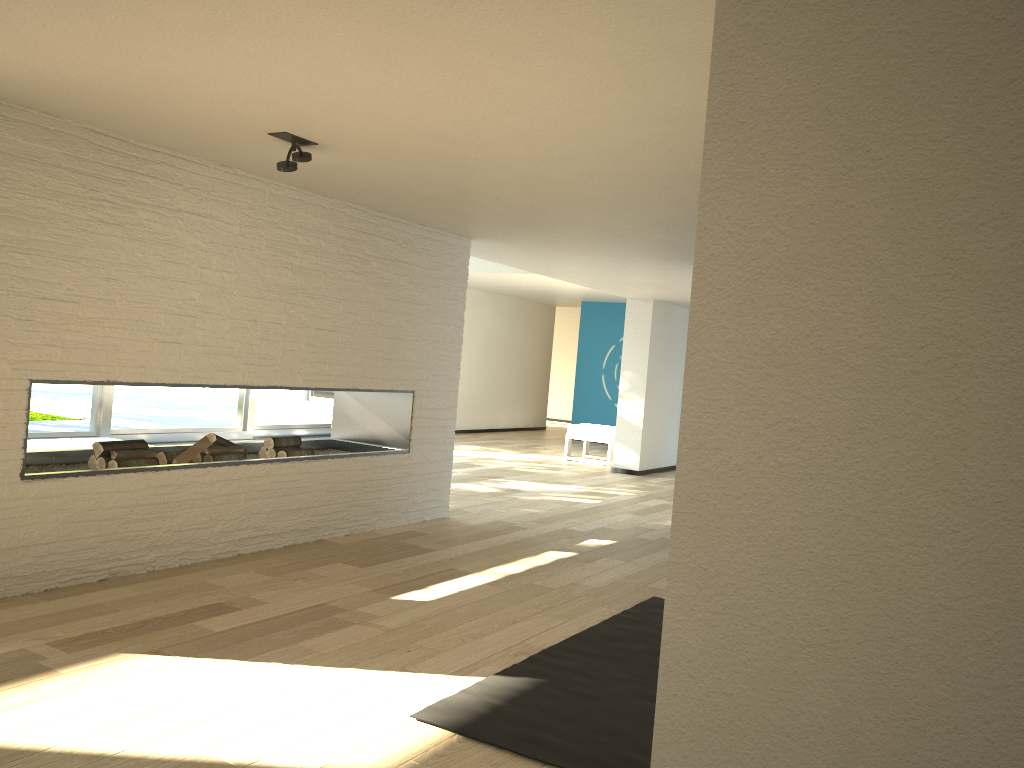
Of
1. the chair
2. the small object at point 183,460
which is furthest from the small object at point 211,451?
the chair

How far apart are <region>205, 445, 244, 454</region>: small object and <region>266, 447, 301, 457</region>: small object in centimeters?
32cm

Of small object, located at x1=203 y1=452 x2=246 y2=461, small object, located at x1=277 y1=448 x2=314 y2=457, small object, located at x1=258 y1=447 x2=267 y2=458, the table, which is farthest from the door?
small object, located at x1=203 y1=452 x2=246 y2=461

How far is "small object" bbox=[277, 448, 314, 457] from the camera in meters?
5.2 m

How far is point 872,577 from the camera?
1.45m

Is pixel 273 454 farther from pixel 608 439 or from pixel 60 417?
pixel 608 439

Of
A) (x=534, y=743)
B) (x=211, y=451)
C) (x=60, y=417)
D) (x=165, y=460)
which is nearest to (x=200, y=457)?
Answer: (x=211, y=451)

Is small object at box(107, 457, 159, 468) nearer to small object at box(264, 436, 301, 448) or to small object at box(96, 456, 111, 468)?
small object at box(96, 456, 111, 468)

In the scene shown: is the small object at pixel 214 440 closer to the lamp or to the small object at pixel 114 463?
the small object at pixel 114 463

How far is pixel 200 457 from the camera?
4.76m
